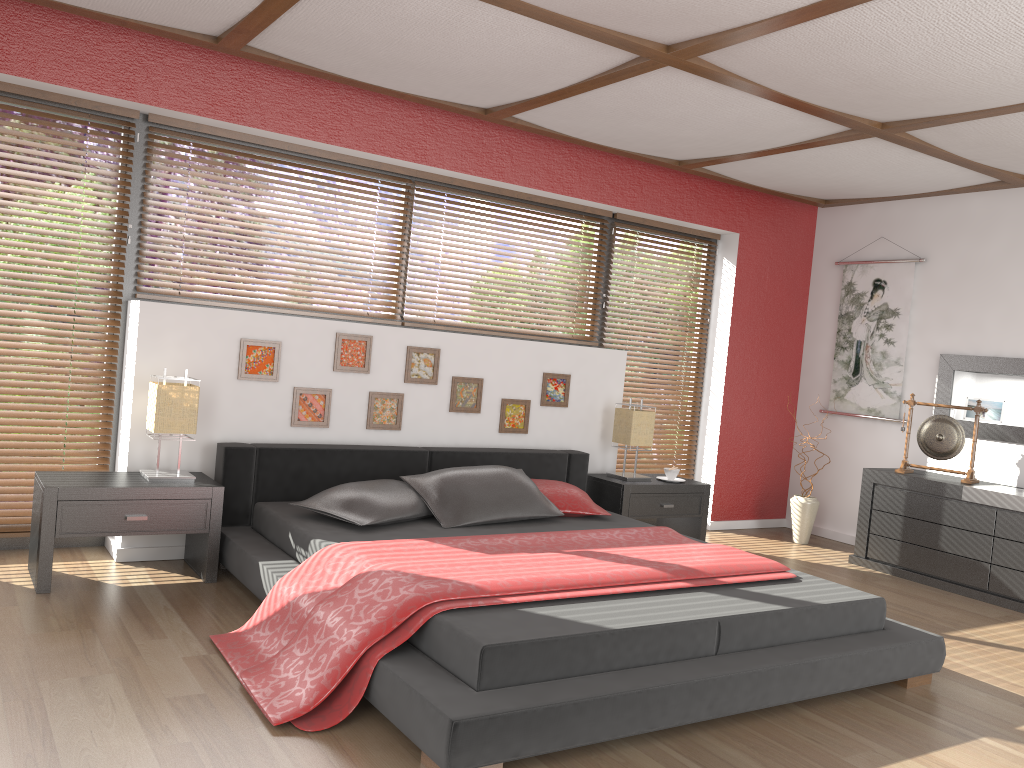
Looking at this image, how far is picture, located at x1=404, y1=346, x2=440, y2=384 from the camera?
4.8m

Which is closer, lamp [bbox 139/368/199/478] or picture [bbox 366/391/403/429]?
lamp [bbox 139/368/199/478]

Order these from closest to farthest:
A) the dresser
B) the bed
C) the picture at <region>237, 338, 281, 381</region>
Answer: the bed → the picture at <region>237, 338, 281, 381</region> → the dresser

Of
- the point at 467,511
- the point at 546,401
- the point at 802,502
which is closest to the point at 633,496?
the point at 546,401

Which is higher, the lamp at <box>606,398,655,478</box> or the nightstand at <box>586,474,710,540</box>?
the lamp at <box>606,398,655,478</box>

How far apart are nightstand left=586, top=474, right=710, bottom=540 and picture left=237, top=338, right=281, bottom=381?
2.0 meters

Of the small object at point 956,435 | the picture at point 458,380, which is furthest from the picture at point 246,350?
the small object at point 956,435

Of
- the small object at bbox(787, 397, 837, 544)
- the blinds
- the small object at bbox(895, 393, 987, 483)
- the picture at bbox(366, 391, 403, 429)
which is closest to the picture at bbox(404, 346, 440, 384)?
the picture at bbox(366, 391, 403, 429)

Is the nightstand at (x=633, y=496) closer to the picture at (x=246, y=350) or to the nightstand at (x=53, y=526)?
the picture at (x=246, y=350)

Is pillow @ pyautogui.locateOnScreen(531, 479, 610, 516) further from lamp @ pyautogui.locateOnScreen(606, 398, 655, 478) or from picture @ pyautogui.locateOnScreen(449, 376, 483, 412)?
lamp @ pyautogui.locateOnScreen(606, 398, 655, 478)
